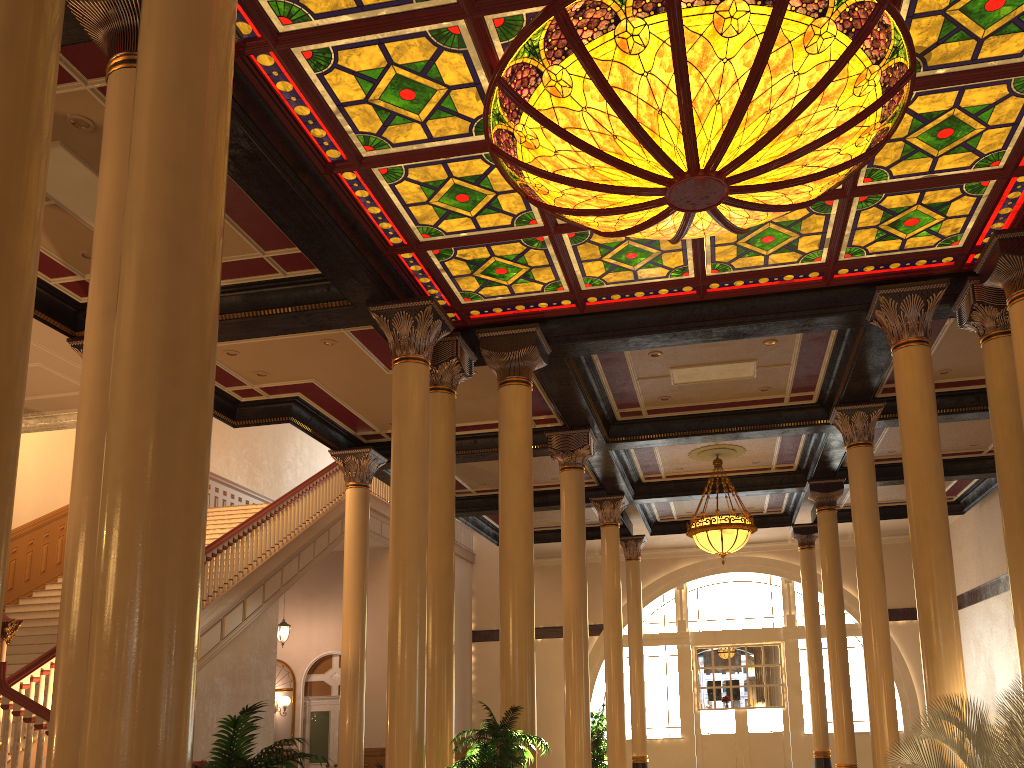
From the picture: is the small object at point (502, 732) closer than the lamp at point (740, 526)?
Yes

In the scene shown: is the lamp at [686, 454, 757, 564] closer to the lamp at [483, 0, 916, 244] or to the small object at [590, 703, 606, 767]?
the small object at [590, 703, 606, 767]

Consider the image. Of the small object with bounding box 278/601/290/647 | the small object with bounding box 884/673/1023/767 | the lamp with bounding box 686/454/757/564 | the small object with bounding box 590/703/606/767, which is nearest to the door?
the small object with bounding box 278/601/290/647

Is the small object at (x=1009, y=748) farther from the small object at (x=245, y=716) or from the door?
the door

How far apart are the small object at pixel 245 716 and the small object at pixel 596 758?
11.97m

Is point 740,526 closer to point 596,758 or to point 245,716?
point 596,758

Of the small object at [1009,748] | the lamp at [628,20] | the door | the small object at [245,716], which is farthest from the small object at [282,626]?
the small object at [245,716]

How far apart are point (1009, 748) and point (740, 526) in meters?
7.3

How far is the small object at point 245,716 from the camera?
3.5 meters

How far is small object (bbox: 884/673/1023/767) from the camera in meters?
6.4
